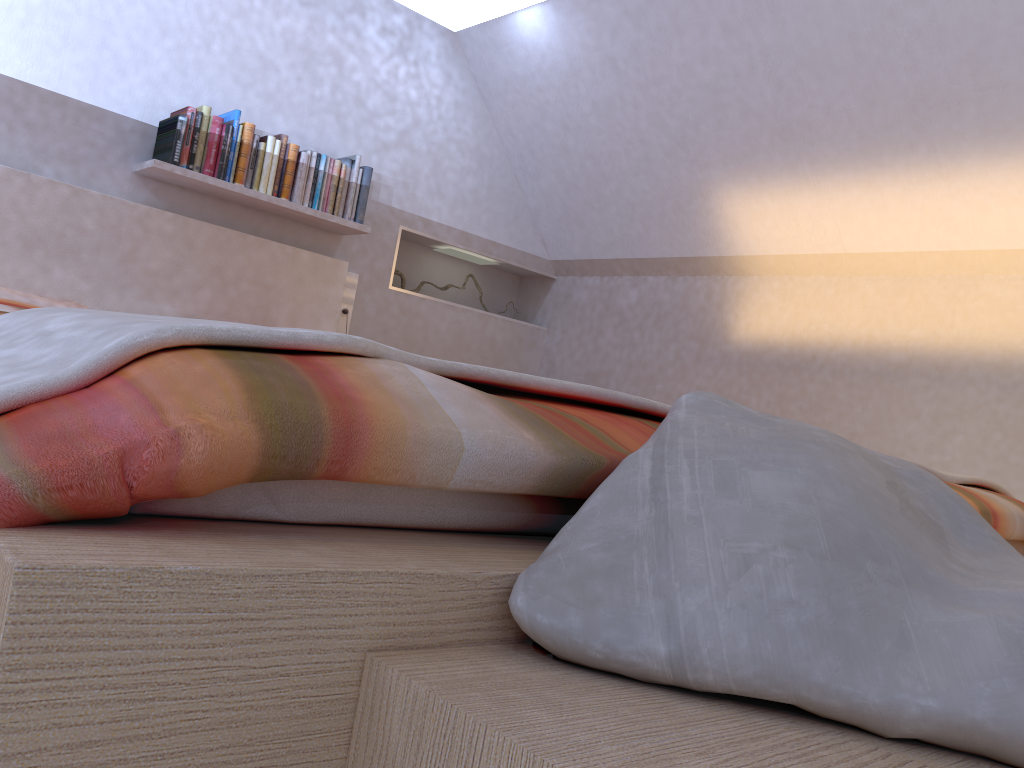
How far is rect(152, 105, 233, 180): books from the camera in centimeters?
321cm

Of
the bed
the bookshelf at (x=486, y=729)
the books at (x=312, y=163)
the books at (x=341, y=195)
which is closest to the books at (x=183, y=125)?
the bed

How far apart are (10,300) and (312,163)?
1.26m

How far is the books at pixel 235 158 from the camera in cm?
338

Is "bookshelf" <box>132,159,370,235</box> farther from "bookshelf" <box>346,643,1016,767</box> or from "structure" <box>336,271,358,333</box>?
"bookshelf" <box>346,643,1016,767</box>

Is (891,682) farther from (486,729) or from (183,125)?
(183,125)

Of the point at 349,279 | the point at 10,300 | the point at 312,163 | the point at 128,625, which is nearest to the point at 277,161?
the point at 312,163

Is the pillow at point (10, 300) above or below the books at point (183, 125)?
below

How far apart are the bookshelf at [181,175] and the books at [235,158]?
0.03m

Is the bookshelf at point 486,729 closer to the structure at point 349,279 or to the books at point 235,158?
the books at point 235,158
